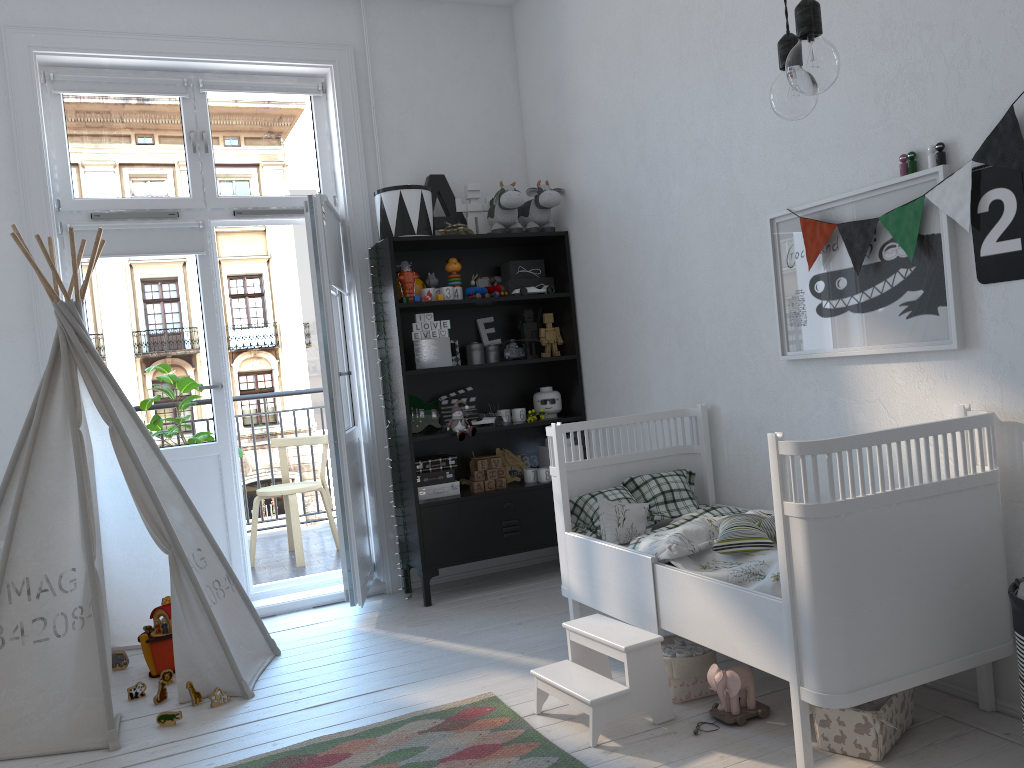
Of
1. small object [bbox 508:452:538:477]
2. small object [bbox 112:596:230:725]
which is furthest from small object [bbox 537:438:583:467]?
small object [bbox 112:596:230:725]

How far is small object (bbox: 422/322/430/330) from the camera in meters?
4.1 m

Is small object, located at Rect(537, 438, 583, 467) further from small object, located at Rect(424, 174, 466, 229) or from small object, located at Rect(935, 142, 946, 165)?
small object, located at Rect(935, 142, 946, 165)

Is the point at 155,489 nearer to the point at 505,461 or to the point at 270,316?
the point at 505,461

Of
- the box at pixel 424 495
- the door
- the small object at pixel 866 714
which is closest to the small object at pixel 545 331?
the box at pixel 424 495

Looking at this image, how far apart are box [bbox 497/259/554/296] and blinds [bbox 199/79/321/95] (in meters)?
1.25

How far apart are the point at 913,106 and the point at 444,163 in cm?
254

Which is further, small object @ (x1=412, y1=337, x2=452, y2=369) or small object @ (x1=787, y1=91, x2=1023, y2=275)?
small object @ (x1=412, y1=337, x2=452, y2=369)

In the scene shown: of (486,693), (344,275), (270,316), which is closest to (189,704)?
(486,693)

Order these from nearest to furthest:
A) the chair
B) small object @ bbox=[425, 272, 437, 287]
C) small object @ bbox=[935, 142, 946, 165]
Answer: small object @ bbox=[935, 142, 946, 165], small object @ bbox=[425, 272, 437, 287], the chair
